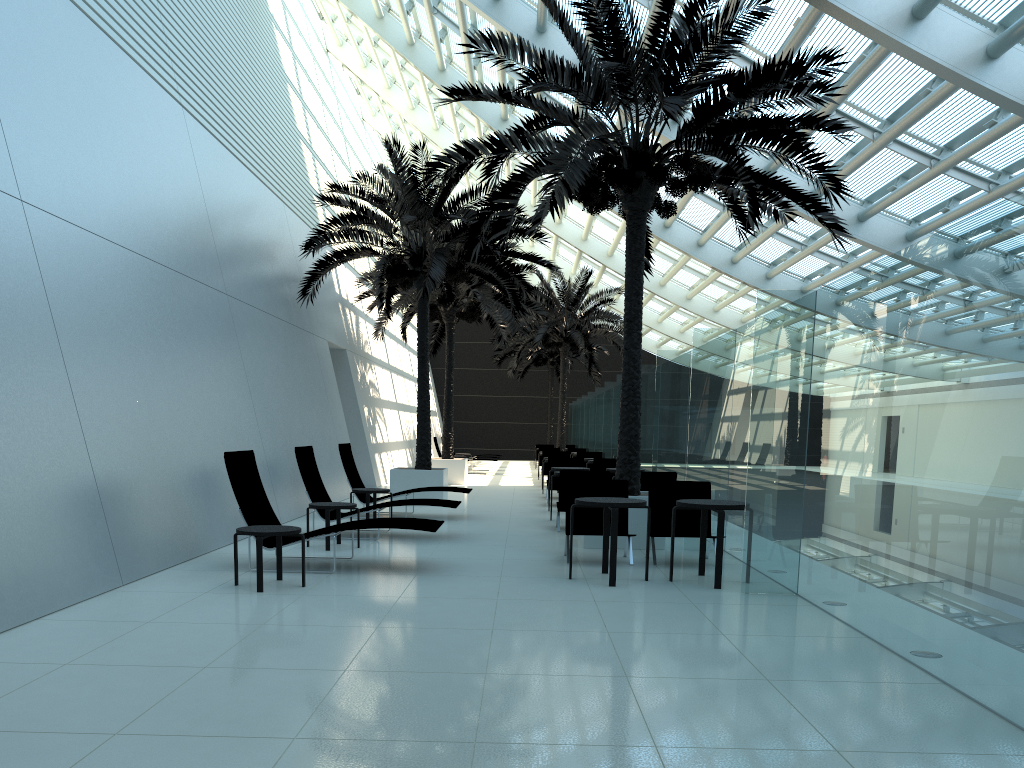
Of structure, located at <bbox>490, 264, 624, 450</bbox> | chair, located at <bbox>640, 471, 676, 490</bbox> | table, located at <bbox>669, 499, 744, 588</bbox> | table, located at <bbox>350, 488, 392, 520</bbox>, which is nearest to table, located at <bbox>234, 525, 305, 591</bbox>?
table, located at <bbox>669, 499, 744, 588</bbox>

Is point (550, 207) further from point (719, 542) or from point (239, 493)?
point (239, 493)

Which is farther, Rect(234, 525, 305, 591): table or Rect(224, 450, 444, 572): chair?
Rect(224, 450, 444, 572): chair

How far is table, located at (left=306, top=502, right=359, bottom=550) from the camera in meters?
9.9

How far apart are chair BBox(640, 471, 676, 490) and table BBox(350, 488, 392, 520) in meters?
3.8

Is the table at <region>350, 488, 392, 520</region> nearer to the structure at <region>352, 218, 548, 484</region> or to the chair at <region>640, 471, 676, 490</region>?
the chair at <region>640, 471, 676, 490</region>

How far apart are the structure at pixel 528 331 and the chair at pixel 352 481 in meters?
14.5 m

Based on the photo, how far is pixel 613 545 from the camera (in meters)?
7.86

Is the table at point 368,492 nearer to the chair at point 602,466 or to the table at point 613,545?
the table at point 613,545

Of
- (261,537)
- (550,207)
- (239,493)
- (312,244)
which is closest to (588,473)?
(550,207)
